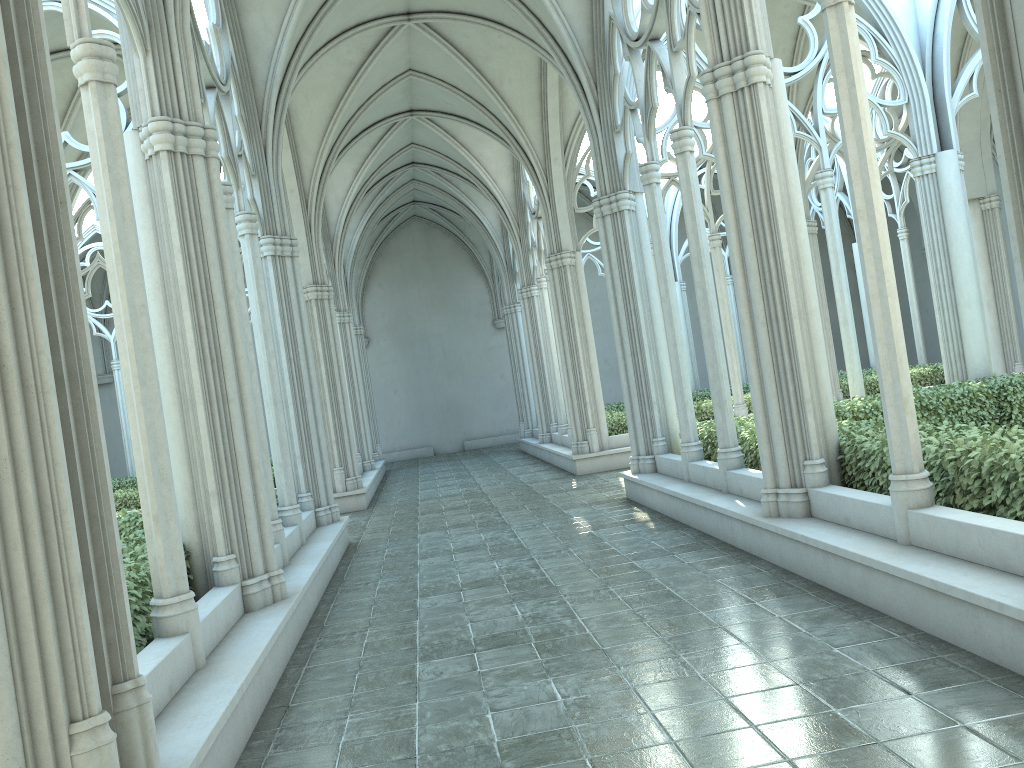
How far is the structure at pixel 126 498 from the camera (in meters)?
15.92

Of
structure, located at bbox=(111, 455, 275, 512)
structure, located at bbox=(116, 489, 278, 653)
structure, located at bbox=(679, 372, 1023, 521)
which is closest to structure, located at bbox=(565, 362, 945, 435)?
structure, located at bbox=(679, 372, 1023, 521)

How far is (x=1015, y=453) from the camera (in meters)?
5.37

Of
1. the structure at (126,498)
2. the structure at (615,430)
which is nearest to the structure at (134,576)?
the structure at (126,498)

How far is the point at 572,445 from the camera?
16.45m

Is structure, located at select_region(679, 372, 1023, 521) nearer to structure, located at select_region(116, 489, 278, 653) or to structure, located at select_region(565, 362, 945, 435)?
structure, located at select_region(116, 489, 278, 653)

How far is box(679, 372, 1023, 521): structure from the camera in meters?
5.4

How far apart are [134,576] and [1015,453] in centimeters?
544cm

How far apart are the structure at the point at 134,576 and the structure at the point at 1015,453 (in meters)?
5.14

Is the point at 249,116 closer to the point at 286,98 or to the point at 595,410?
the point at 286,98
